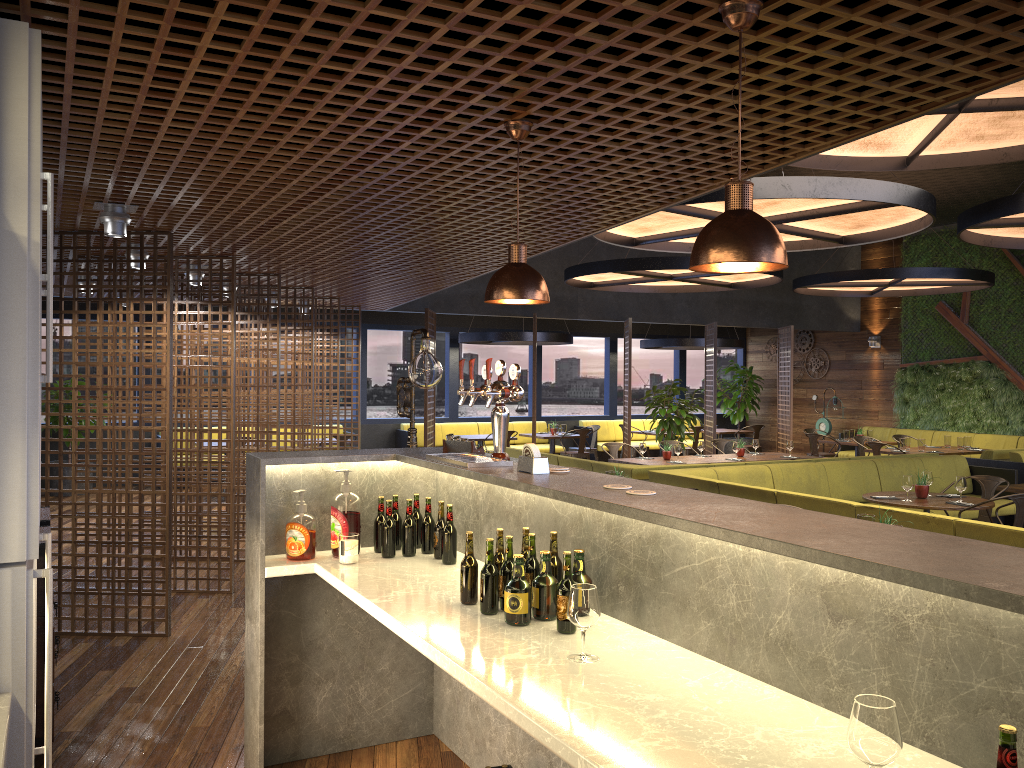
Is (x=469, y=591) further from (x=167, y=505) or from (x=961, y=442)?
(x=961, y=442)

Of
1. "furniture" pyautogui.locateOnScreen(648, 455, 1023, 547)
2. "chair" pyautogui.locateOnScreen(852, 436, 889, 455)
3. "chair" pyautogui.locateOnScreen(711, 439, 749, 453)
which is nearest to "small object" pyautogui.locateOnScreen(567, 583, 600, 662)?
"furniture" pyautogui.locateOnScreen(648, 455, 1023, 547)

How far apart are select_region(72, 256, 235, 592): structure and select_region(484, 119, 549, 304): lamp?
4.3 meters

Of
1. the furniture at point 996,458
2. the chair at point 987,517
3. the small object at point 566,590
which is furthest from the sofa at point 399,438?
the small object at point 566,590

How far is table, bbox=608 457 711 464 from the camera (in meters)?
10.60

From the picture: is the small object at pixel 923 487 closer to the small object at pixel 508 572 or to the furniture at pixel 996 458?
the furniture at pixel 996 458

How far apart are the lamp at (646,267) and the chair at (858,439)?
3.19m

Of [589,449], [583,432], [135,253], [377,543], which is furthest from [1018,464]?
[135,253]

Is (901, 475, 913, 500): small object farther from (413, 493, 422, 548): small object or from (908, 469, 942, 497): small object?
(413, 493, 422, 548): small object

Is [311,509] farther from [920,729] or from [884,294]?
[884,294]
